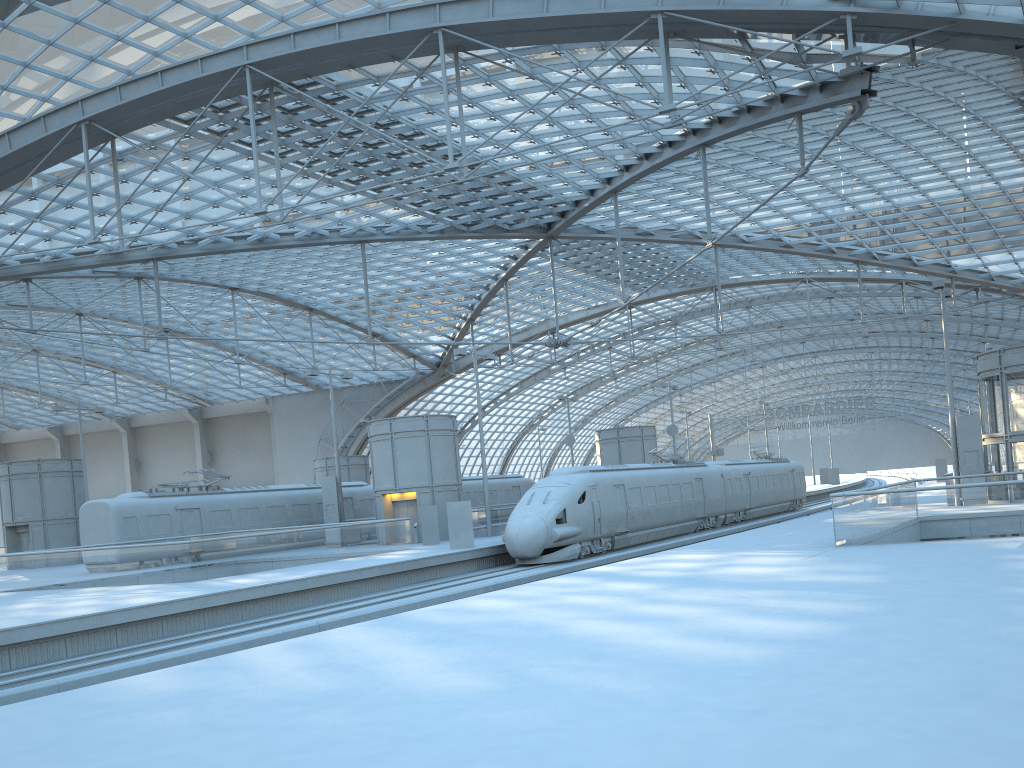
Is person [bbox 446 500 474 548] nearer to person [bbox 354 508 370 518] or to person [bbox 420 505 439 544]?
person [bbox 420 505 439 544]

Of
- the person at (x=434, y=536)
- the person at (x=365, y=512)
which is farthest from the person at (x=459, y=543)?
the person at (x=365, y=512)

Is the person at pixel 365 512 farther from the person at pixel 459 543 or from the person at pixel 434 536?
the person at pixel 459 543

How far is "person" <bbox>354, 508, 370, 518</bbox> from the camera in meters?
43.2

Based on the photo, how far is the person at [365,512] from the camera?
43.2 meters

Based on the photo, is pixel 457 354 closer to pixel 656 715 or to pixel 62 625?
pixel 62 625

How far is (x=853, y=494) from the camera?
19.3m

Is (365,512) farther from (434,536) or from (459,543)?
(459,543)

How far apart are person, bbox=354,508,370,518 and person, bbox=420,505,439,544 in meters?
9.1

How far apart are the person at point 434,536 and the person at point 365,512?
9.12m
